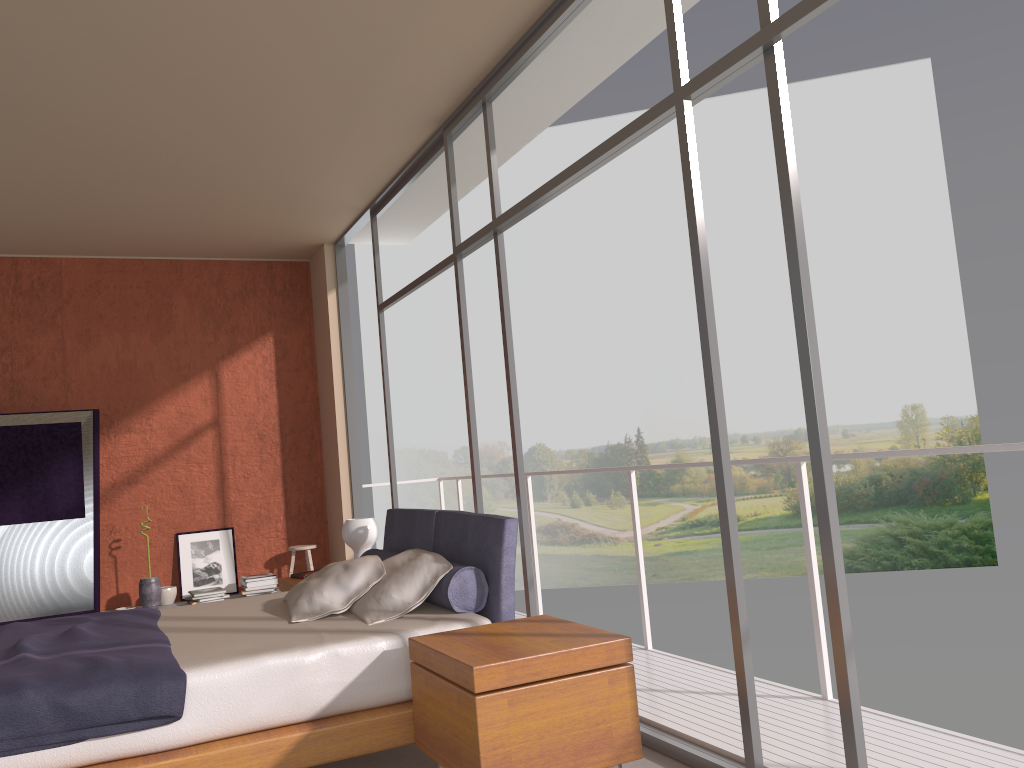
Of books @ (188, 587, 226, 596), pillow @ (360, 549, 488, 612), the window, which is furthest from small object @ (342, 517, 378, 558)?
books @ (188, 587, 226, 596)

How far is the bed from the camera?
2.83m

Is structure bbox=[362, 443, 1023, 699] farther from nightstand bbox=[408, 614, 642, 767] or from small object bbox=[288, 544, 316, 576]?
small object bbox=[288, 544, 316, 576]

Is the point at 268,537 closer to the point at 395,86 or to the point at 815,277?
the point at 395,86

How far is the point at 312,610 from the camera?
3.9m

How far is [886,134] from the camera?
22.5m

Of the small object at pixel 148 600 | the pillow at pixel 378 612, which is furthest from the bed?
the small object at pixel 148 600

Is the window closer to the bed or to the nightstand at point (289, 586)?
the bed

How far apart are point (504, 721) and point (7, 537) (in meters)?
5.26

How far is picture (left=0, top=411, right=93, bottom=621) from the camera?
6.5 meters
